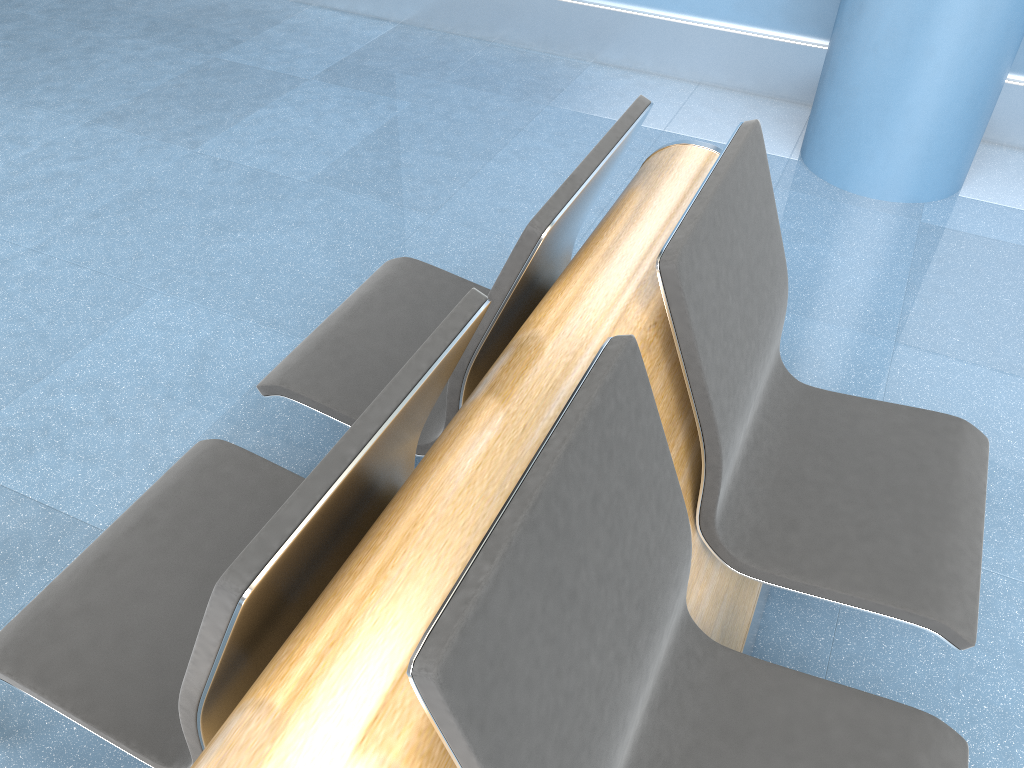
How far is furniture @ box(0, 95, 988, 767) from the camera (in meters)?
0.80

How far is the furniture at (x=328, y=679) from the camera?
0.8m
